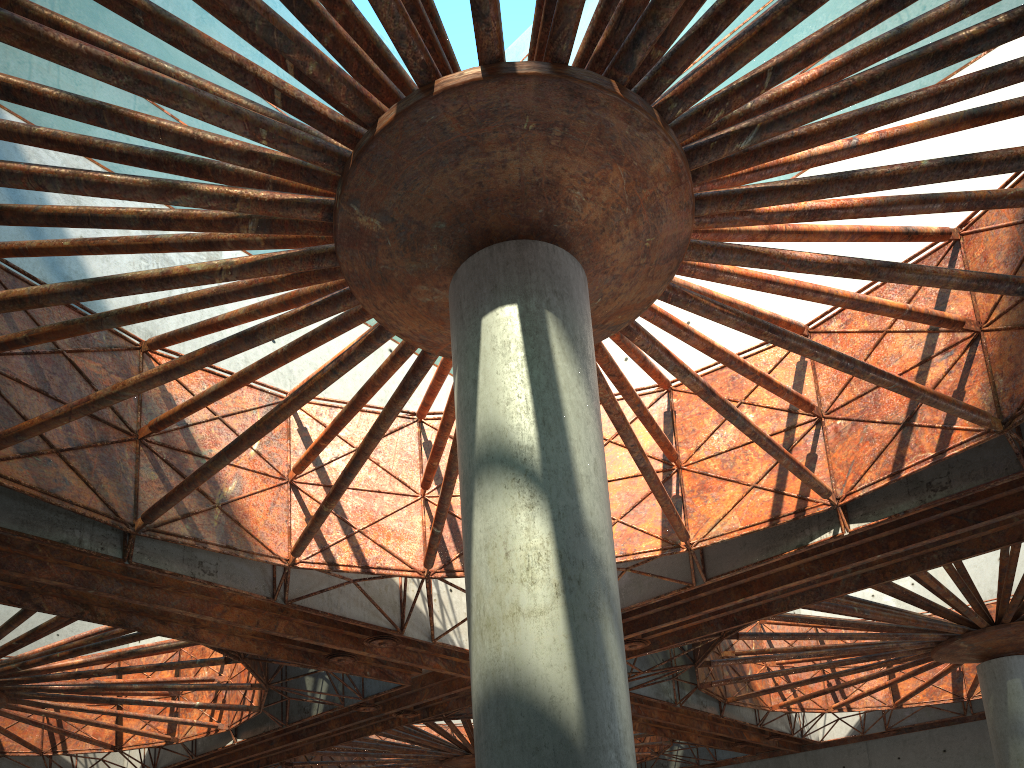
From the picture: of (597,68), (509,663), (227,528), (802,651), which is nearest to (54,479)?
(227,528)
